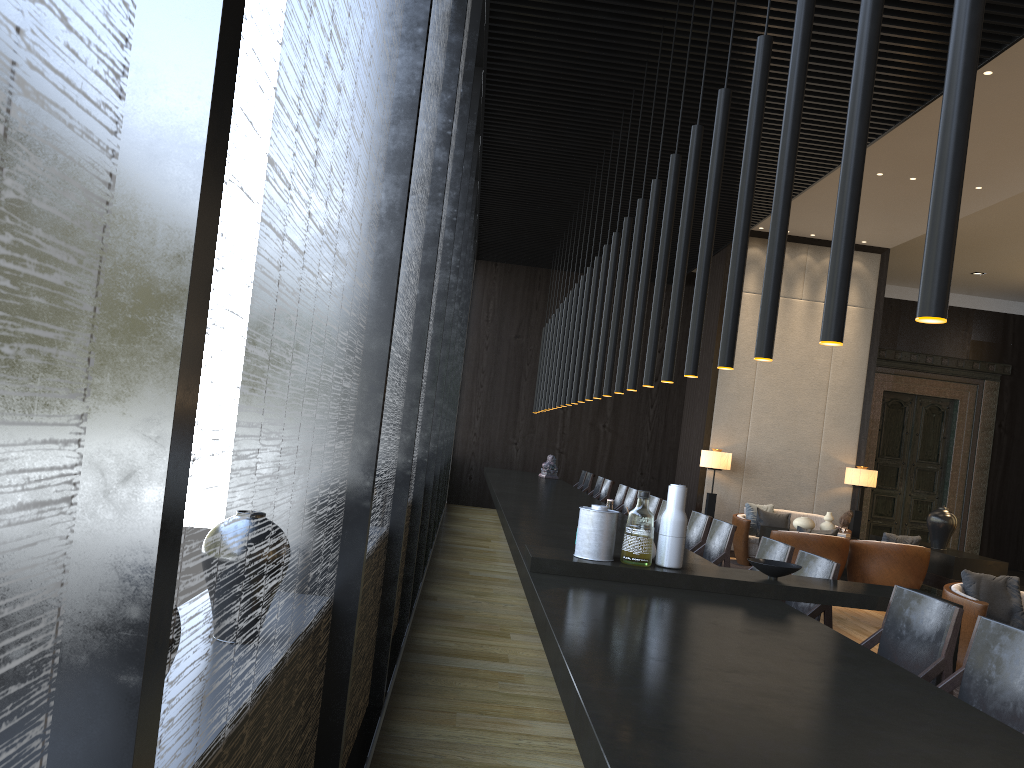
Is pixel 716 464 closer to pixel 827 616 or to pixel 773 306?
pixel 827 616

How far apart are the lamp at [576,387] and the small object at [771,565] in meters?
4.4 m

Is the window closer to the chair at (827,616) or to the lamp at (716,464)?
the chair at (827,616)

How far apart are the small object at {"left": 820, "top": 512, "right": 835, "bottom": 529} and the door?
5.1m

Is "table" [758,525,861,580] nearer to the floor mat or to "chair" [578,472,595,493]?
the floor mat

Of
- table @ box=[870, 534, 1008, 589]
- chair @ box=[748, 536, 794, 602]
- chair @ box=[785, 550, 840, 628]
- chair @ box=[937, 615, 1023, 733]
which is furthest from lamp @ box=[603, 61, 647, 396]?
table @ box=[870, 534, 1008, 589]

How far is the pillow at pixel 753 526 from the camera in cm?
1073

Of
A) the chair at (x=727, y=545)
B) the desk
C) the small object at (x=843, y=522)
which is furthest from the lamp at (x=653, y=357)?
the small object at (x=843, y=522)

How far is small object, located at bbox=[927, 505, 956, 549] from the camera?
9.8 meters

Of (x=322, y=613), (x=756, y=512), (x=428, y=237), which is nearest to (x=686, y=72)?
(x=428, y=237)
